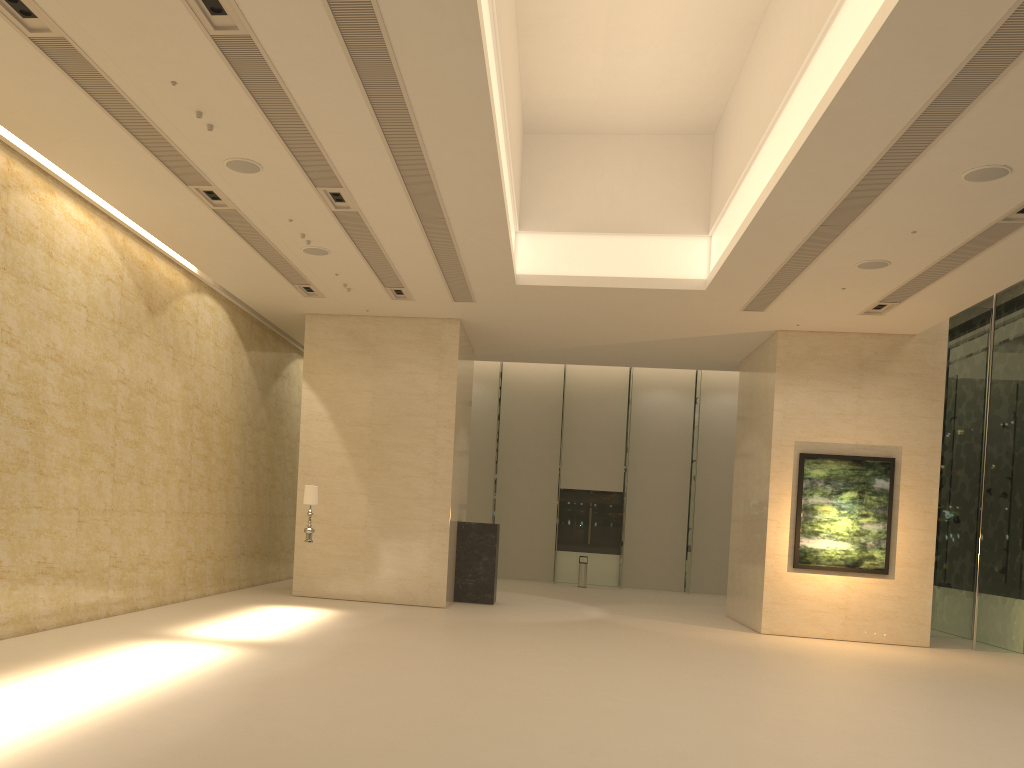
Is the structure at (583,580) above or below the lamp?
below

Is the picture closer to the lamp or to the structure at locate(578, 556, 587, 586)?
the lamp

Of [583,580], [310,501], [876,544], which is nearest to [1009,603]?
[876,544]

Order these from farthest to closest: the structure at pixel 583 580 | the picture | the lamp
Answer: the structure at pixel 583 580 → the picture → the lamp

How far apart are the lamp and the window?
12.87m

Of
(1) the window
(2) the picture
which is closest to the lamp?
(2) the picture

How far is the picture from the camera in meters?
17.0 m

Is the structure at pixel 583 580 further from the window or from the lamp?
the lamp

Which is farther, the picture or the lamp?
the picture

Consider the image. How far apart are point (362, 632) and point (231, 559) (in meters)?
5.77
